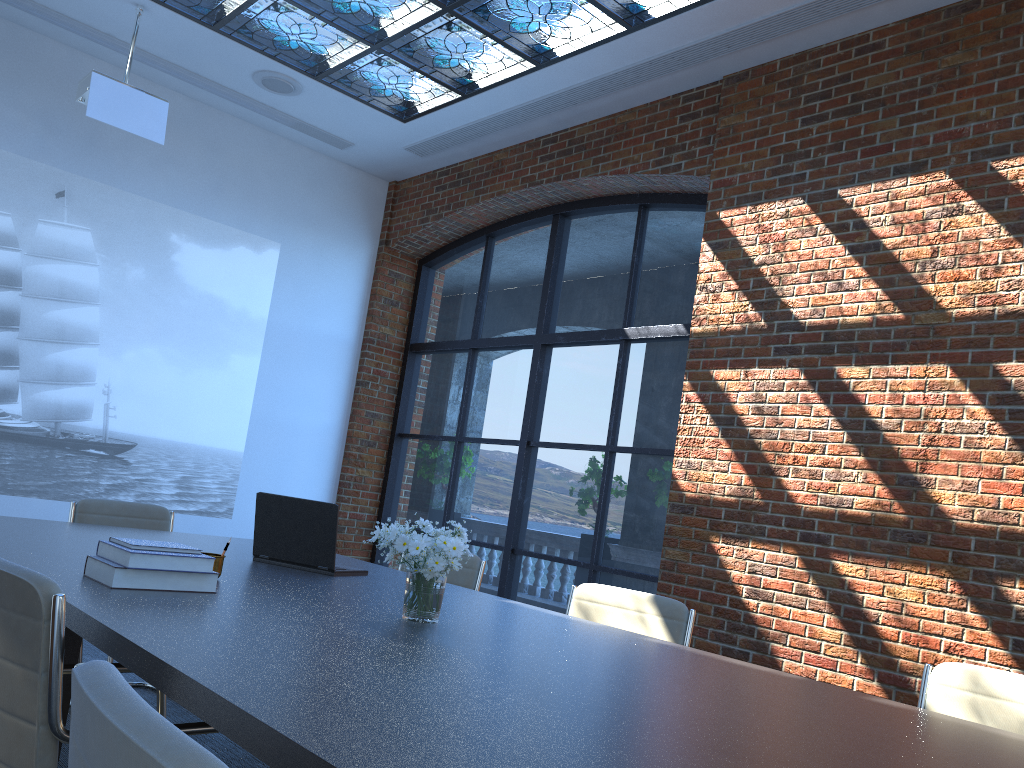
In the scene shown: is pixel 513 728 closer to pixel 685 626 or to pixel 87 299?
pixel 685 626

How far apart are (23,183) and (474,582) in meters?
4.5

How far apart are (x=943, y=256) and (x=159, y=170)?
5.61m

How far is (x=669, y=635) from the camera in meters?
3.3 m

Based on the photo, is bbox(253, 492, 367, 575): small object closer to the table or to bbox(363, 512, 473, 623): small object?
the table

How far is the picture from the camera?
6.3 meters

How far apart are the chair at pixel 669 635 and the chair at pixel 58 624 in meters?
1.7 m

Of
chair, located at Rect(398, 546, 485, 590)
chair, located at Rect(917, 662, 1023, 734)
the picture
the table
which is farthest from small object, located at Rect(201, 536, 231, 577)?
the picture

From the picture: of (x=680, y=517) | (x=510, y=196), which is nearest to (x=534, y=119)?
(x=510, y=196)

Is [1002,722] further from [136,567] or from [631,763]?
[136,567]
